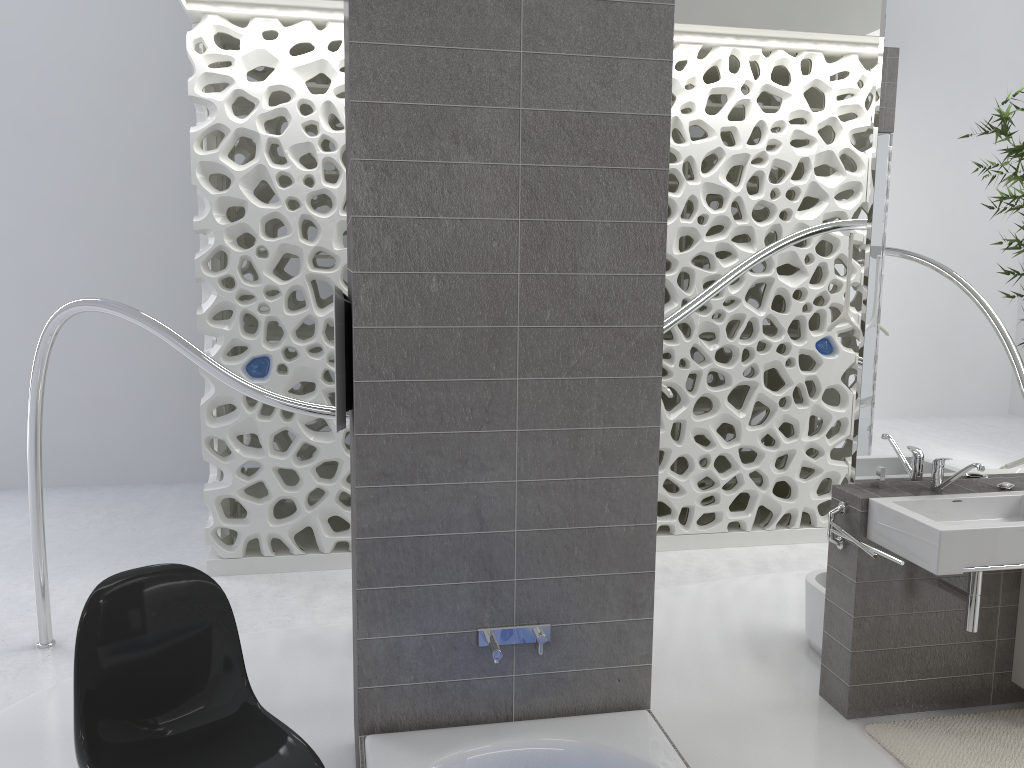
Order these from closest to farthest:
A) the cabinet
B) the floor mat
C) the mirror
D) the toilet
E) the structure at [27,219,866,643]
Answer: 1. the floor mat
2. the mirror
3. the cabinet
4. the structure at [27,219,866,643]
5. the toilet

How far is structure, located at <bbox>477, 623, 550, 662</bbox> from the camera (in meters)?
2.29

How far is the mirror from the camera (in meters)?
3.14

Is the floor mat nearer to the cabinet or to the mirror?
the cabinet

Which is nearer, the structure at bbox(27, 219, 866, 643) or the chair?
the chair

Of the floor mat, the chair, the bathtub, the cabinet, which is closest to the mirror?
the cabinet

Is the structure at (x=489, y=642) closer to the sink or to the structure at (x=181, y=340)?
the sink

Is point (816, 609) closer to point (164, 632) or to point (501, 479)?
point (501, 479)

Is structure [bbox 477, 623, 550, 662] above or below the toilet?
above

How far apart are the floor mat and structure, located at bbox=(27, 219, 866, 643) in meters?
1.6
